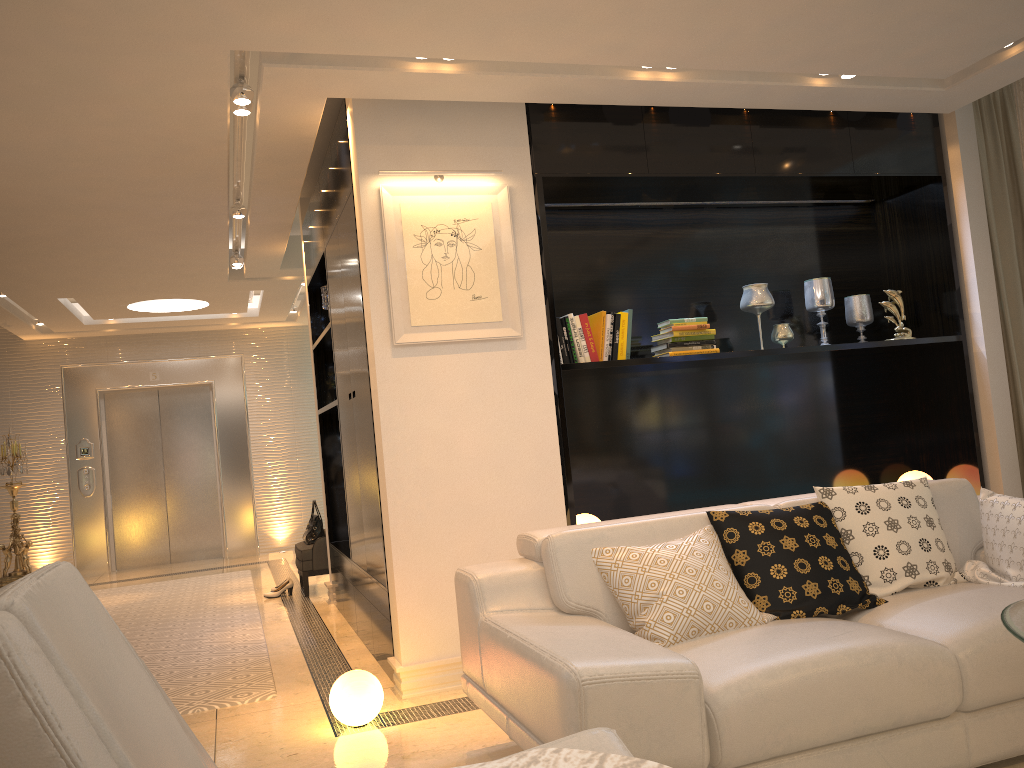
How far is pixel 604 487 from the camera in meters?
4.9

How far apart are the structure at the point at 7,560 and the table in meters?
9.1

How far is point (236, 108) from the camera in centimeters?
400cm

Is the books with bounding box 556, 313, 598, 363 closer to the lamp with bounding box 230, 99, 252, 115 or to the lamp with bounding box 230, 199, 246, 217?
the lamp with bounding box 230, 99, 252, 115

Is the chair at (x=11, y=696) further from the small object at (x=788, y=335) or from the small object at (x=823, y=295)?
the small object at (x=823, y=295)

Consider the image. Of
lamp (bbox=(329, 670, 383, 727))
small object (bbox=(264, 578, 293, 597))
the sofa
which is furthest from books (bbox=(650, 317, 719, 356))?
small object (bbox=(264, 578, 293, 597))

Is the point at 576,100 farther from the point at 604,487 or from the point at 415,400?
the point at 604,487

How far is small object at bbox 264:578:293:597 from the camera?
6.93m

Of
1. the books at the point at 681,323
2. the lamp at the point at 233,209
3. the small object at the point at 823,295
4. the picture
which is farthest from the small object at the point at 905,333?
the lamp at the point at 233,209

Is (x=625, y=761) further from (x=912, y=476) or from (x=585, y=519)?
(x=912, y=476)
